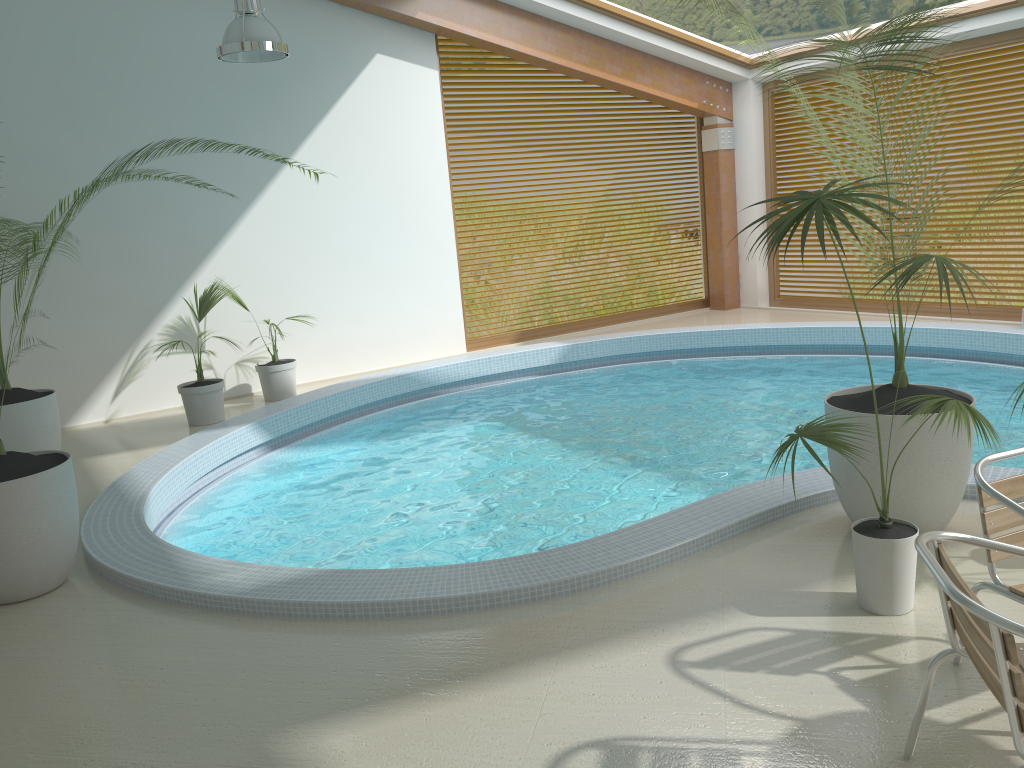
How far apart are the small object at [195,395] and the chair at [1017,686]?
6.7 meters

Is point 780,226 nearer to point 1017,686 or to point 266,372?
point 1017,686

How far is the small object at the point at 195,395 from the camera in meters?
8.0 m

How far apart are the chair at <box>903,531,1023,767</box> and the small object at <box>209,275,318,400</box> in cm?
718

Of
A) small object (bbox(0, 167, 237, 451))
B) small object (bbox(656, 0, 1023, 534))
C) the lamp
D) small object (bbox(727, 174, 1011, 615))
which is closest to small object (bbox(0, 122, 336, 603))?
small object (bbox(0, 167, 237, 451))

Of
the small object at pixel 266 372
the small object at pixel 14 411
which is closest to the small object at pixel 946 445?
the small object at pixel 14 411

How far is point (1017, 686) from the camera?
2.0m

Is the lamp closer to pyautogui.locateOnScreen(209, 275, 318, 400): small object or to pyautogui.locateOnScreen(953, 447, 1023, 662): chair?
pyautogui.locateOnScreen(209, 275, 318, 400): small object

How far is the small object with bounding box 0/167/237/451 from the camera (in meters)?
6.29

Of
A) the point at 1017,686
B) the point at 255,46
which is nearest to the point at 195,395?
the point at 255,46
